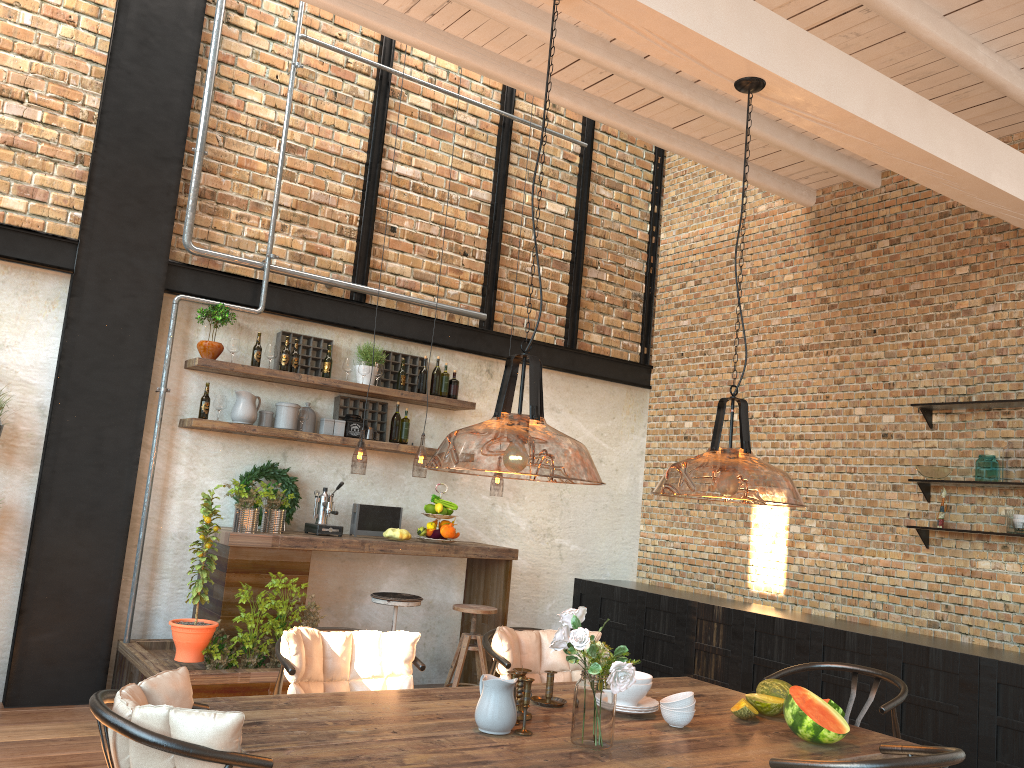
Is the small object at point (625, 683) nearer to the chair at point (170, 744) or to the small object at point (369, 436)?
the chair at point (170, 744)

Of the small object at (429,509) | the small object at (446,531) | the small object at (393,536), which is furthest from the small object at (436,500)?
the small object at (393,536)

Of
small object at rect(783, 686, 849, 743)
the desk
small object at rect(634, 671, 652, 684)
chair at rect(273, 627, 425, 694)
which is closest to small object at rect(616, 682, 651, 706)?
small object at rect(634, 671, 652, 684)

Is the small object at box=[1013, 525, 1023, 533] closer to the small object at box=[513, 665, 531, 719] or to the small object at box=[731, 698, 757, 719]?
the small object at box=[731, 698, 757, 719]

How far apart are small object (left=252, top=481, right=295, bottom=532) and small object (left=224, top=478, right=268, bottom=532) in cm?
11

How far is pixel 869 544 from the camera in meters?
6.1

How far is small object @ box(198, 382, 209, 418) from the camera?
5.8m

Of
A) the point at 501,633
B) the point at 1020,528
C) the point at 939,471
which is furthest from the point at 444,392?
the point at 1020,528

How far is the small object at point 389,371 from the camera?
6.7m

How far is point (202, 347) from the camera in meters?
5.8 m
